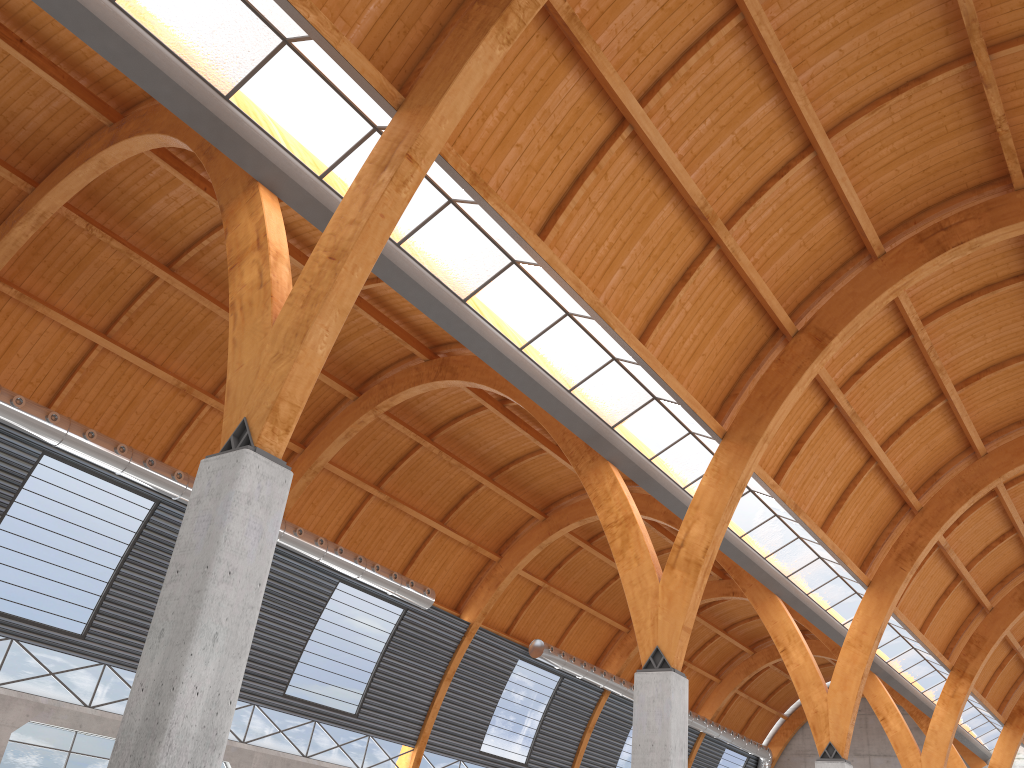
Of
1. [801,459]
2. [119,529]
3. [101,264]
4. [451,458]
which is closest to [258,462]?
[101,264]

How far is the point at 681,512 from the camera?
36.5 meters
